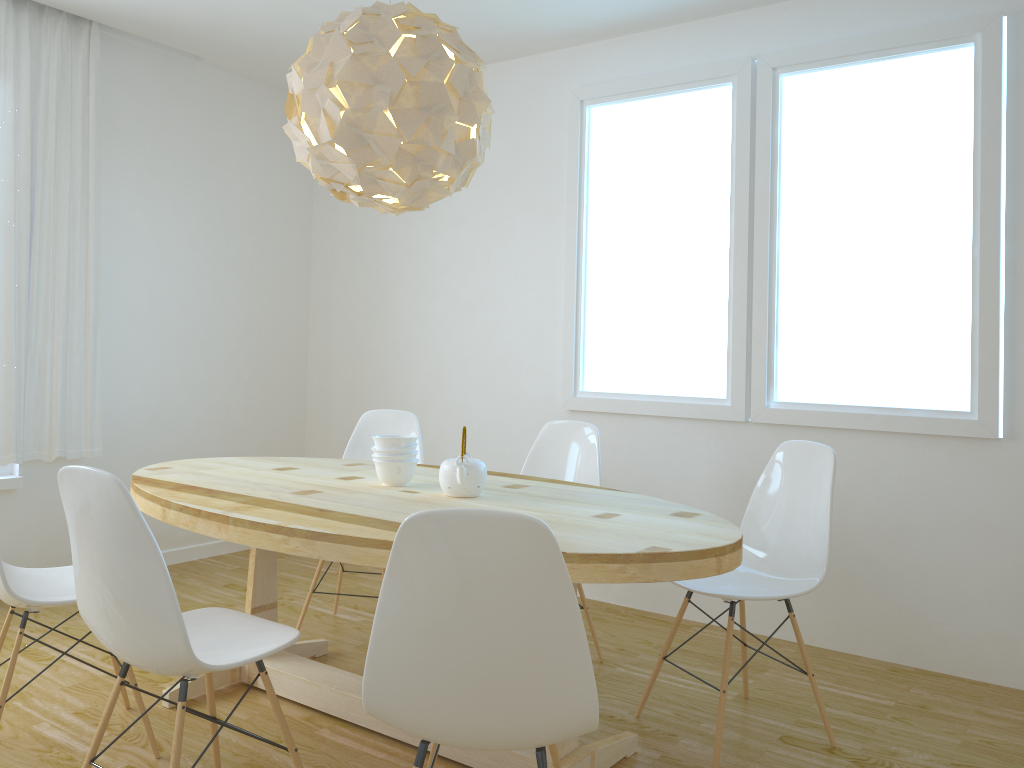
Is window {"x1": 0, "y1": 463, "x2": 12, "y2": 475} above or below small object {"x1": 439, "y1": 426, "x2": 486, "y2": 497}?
below

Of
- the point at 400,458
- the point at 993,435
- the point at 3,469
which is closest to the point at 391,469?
the point at 400,458

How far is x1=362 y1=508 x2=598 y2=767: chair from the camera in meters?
1.5 m

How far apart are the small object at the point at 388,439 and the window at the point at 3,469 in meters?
2.3 m

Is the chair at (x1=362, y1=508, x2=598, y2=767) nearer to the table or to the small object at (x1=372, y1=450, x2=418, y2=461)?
the table

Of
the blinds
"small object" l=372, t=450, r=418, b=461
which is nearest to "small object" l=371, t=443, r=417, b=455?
"small object" l=372, t=450, r=418, b=461

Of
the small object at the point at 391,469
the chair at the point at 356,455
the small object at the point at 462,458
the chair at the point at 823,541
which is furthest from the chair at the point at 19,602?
the chair at the point at 823,541

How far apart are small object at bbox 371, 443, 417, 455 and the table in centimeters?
12cm

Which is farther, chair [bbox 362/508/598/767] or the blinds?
the blinds

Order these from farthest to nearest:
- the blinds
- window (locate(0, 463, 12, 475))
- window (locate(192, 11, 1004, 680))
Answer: window (locate(0, 463, 12, 475))
the blinds
window (locate(192, 11, 1004, 680))
